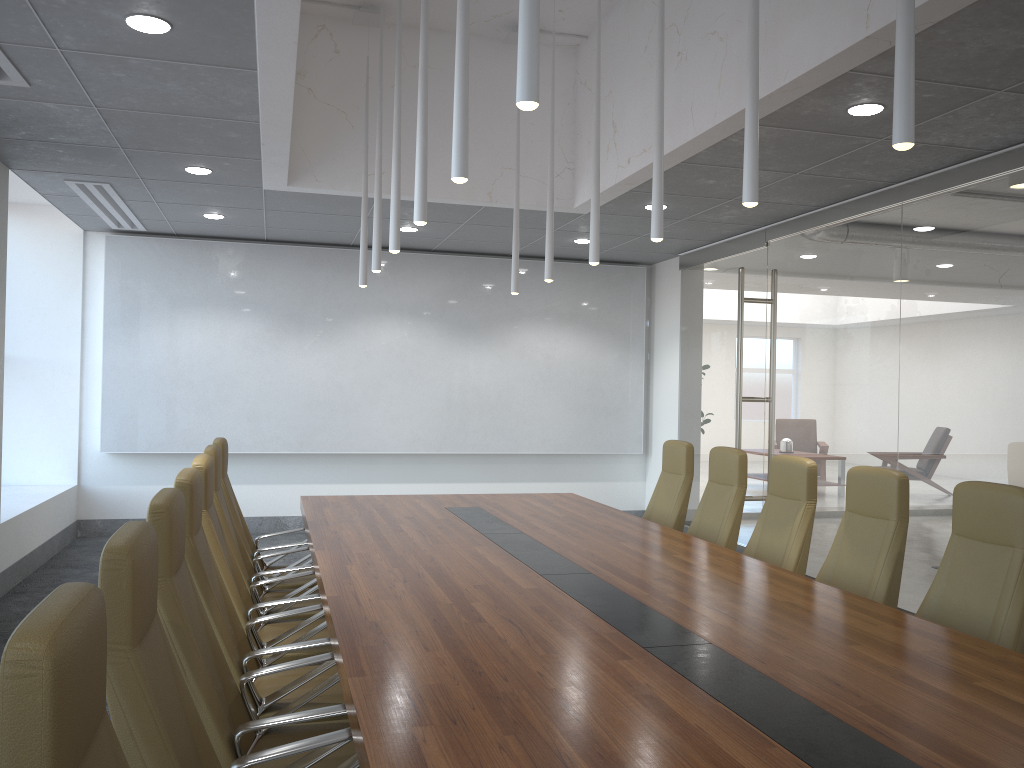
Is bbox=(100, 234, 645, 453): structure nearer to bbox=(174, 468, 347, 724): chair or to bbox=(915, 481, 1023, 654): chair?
bbox=(174, 468, 347, 724): chair

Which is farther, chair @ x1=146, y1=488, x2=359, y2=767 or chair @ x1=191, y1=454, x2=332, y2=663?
chair @ x1=191, y1=454, x2=332, y2=663

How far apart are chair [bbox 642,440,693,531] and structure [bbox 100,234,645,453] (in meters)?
4.19

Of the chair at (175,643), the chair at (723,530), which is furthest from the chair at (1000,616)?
the chair at (175,643)

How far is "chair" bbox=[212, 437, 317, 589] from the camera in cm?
594

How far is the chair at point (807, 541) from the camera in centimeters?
525cm

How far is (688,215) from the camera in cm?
858

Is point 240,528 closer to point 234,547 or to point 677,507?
point 234,547

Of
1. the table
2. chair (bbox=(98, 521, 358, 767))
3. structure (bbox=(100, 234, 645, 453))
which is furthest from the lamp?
structure (bbox=(100, 234, 645, 453))

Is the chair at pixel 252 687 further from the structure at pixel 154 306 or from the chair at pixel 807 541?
the structure at pixel 154 306
